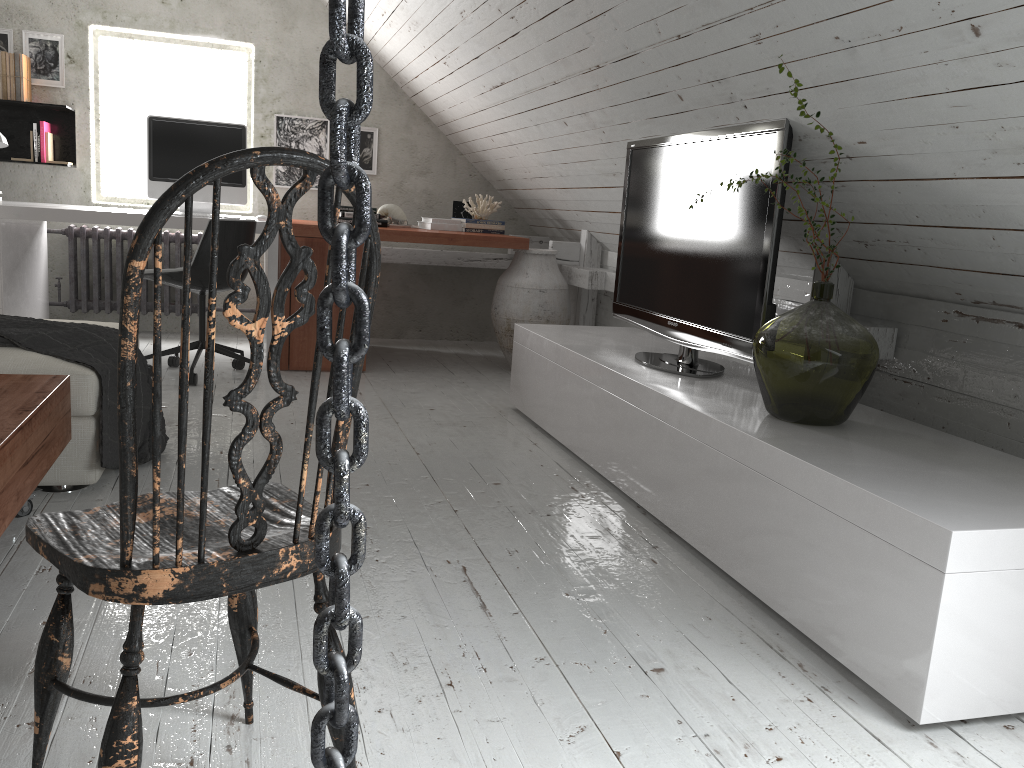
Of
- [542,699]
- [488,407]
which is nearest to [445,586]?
[542,699]

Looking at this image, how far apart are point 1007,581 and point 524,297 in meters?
3.4

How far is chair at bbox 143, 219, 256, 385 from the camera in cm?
398

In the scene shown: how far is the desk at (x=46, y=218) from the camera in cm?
410

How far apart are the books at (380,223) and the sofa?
2.60m

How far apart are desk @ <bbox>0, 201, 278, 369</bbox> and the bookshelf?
0.49m

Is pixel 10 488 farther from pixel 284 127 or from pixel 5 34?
pixel 5 34

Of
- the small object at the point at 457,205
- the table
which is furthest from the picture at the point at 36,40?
the table

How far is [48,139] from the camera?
5.00m

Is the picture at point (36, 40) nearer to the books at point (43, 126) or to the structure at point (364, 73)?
the books at point (43, 126)
